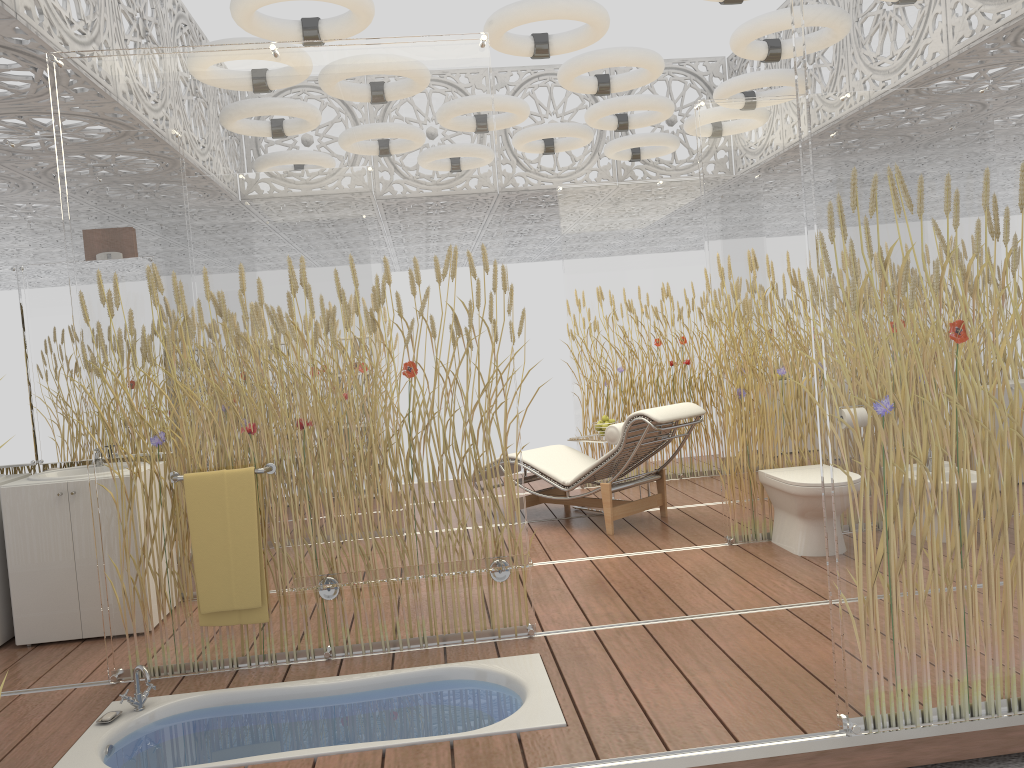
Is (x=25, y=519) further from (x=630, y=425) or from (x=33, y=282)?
(x=630, y=425)

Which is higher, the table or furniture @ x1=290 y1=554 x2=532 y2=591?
the table

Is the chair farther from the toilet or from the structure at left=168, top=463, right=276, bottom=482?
the structure at left=168, top=463, right=276, bottom=482

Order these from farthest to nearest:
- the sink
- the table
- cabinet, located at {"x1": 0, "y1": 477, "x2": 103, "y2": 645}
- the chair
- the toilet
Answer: the table → the chair → the toilet → the sink → cabinet, located at {"x1": 0, "y1": 477, "x2": 103, "y2": 645}

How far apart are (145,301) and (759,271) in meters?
3.4 m

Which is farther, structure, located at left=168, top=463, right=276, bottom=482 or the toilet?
the toilet

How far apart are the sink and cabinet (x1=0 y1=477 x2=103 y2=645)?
0.0m

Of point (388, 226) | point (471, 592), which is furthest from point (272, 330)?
point (471, 592)

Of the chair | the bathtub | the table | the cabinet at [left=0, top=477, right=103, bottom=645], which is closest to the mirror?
the cabinet at [left=0, top=477, right=103, bottom=645]

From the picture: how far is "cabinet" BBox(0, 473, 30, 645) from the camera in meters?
4.4
